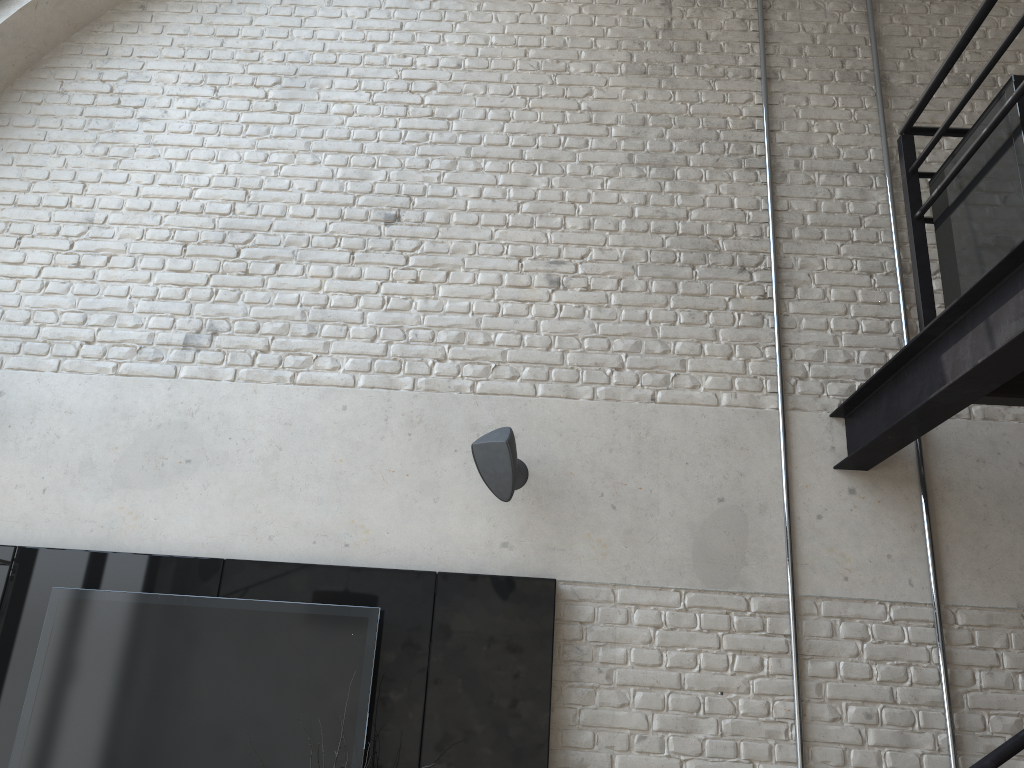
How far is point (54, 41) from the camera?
4.6m

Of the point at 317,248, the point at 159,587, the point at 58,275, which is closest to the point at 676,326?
the point at 317,248

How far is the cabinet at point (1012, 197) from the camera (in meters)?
2.55

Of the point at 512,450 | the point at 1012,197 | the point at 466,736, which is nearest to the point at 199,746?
Answer: the point at 466,736

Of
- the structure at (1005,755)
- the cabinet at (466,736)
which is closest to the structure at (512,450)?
the cabinet at (466,736)

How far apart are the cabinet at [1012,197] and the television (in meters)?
2.40

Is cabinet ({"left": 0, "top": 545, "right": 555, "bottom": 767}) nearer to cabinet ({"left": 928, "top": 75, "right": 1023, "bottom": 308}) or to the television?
the television

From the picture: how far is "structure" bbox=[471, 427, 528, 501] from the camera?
3.6 meters

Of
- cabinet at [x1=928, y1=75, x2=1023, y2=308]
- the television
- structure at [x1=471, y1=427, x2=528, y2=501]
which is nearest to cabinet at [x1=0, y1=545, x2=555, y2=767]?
the television

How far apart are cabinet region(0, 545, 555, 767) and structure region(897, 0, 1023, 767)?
1.5m
